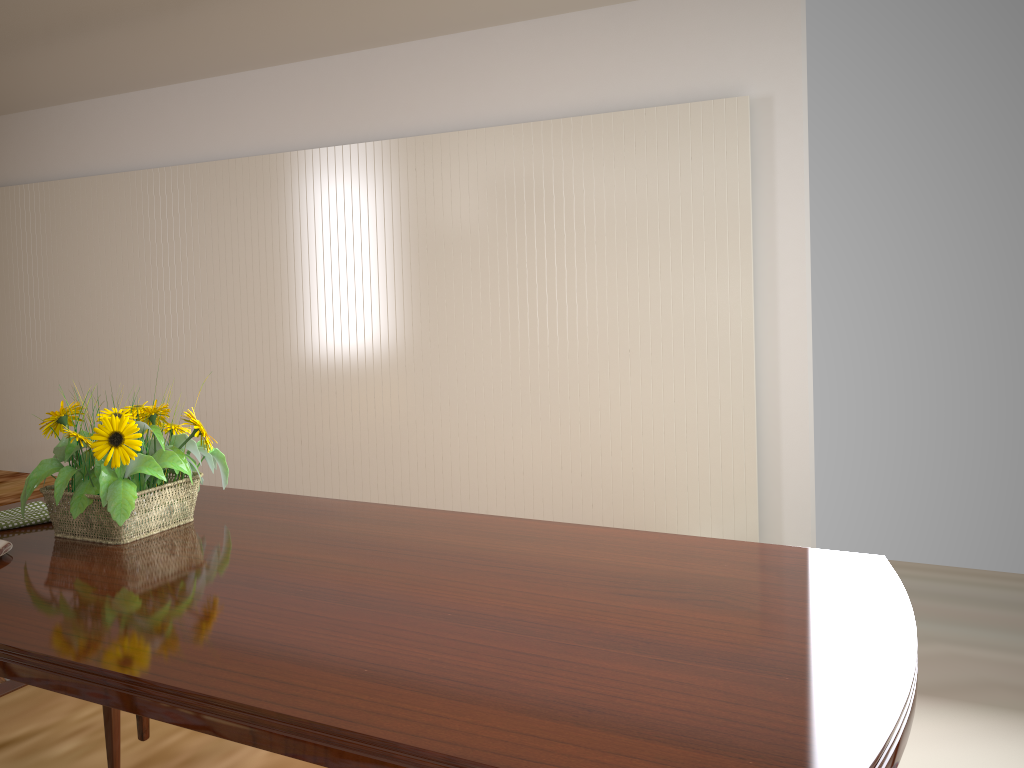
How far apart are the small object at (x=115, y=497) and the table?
0.01m

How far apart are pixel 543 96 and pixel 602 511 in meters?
2.0

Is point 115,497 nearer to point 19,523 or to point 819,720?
point 19,523

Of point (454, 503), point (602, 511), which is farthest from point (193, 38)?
point (602, 511)

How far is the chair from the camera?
1.6m

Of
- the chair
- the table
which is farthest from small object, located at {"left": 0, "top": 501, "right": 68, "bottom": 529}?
the chair

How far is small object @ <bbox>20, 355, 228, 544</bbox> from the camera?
1.4 meters

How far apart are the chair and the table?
0.16m

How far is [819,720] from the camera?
0.84m

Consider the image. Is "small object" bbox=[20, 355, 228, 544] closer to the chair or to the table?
the table
